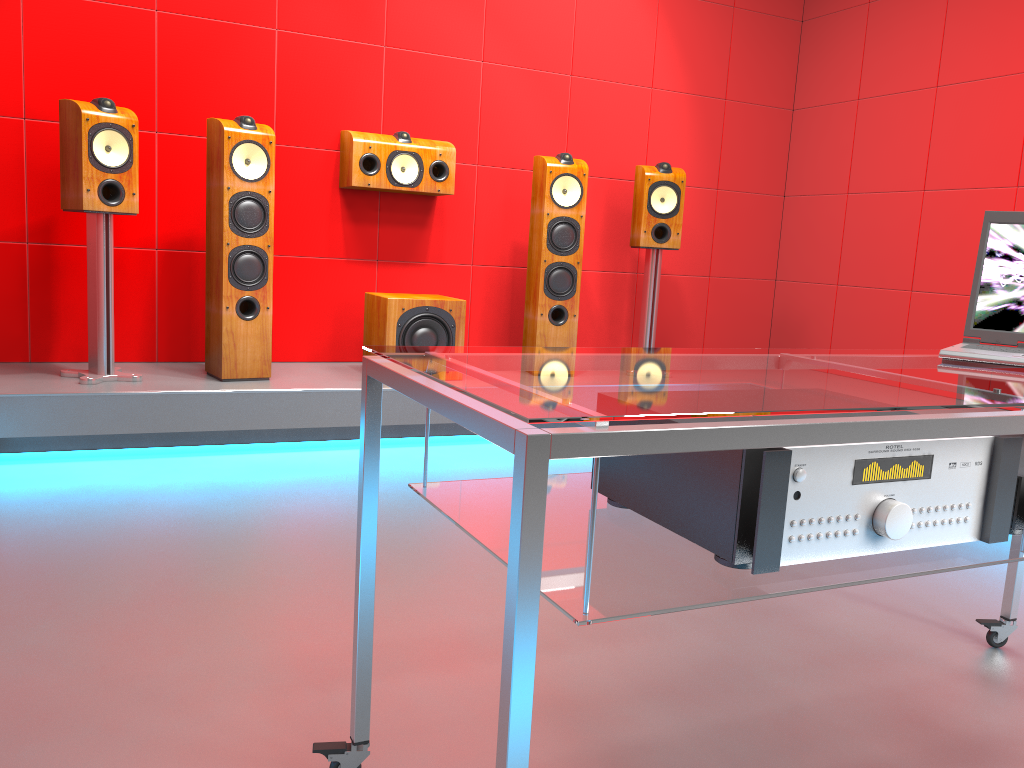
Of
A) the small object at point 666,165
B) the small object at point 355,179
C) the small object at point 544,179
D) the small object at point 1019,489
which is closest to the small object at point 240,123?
the small object at point 355,179

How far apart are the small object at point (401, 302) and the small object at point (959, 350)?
2.40m

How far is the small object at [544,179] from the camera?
4.1 meters

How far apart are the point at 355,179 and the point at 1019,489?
3.3m

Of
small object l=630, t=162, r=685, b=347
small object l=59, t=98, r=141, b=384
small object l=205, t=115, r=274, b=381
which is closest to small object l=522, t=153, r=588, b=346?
small object l=630, t=162, r=685, b=347

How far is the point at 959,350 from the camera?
1.58m

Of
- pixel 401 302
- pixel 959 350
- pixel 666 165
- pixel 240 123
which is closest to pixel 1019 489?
pixel 959 350

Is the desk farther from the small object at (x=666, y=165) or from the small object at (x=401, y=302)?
the small object at (x=666, y=165)

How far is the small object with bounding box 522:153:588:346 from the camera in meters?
4.1 m

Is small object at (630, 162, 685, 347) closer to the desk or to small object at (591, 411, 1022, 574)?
the desk
